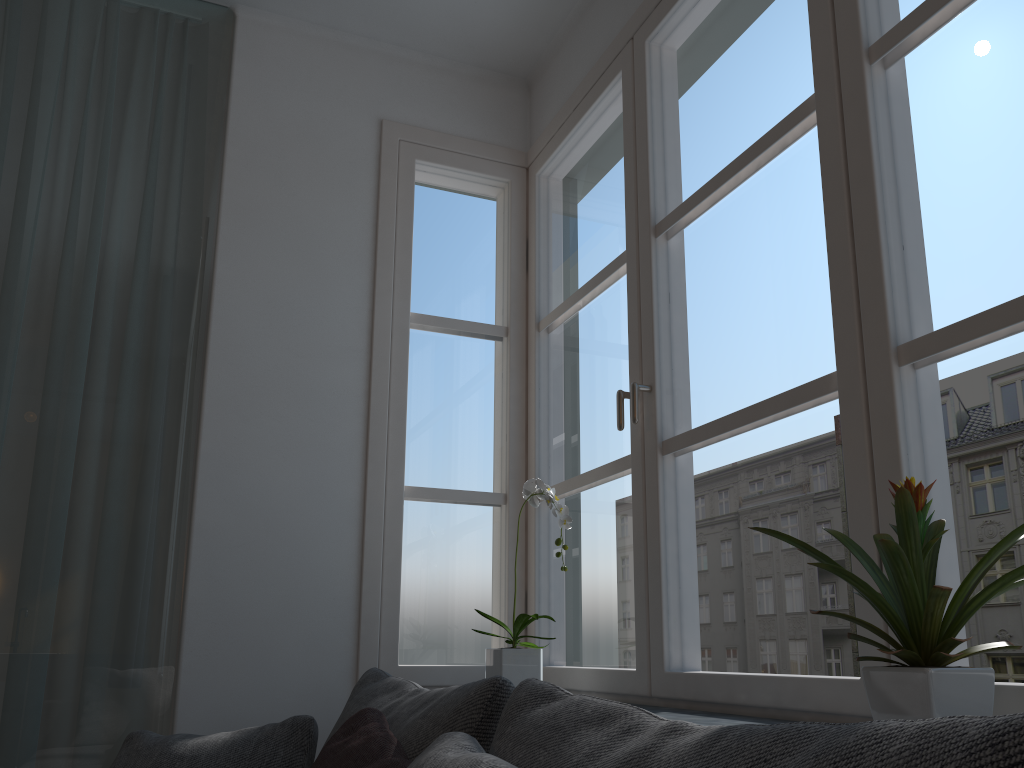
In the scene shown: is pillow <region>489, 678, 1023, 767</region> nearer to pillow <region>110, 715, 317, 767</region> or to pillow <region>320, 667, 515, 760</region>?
pillow <region>320, 667, 515, 760</region>

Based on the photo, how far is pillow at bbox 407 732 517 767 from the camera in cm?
89

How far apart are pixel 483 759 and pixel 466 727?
0.4 meters

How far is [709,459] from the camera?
27.1 meters

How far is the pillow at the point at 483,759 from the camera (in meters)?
0.89

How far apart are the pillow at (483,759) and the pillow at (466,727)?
0.2 meters

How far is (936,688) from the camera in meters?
1.0

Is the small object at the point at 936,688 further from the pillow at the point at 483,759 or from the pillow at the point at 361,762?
the pillow at the point at 361,762

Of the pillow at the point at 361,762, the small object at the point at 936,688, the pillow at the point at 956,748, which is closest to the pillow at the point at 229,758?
the pillow at the point at 361,762

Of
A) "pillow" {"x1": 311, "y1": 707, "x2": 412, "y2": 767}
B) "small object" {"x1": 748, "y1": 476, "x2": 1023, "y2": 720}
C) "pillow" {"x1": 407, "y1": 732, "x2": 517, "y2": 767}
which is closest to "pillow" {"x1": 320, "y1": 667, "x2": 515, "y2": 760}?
"pillow" {"x1": 311, "y1": 707, "x2": 412, "y2": 767}
